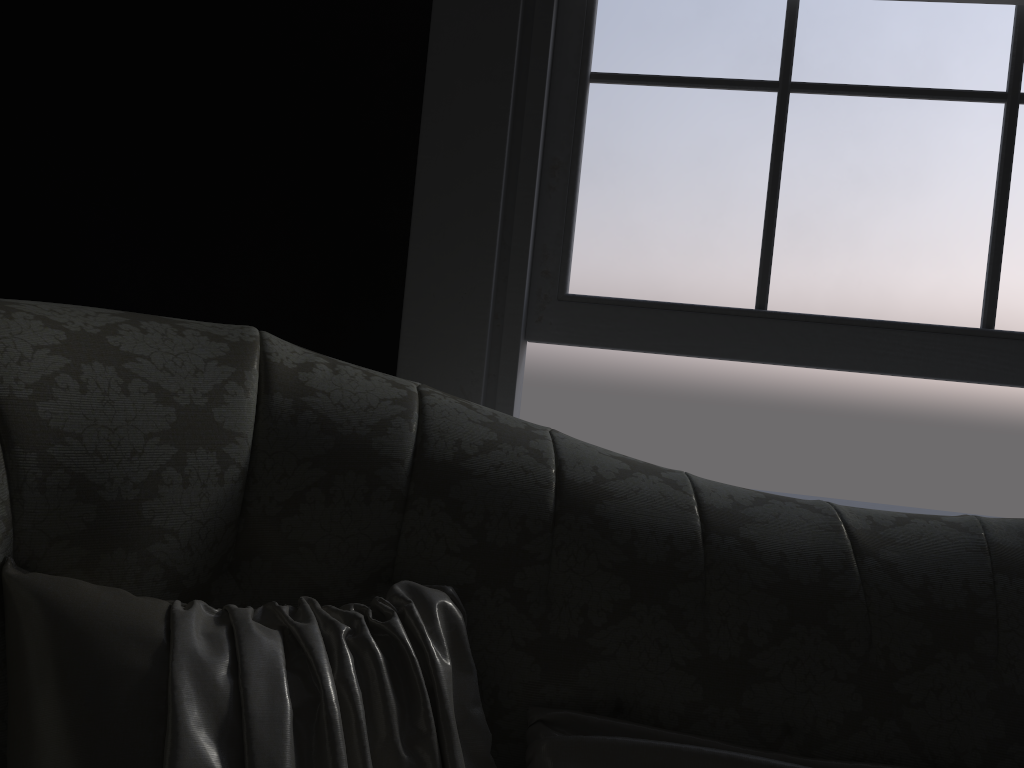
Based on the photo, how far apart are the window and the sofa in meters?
0.6

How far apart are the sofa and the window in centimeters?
56cm

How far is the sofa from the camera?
1.0 meters

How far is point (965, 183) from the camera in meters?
1.7

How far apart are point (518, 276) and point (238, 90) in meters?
0.8 m

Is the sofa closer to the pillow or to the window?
the pillow

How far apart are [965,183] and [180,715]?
1.65m

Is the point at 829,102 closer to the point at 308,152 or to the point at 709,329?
the point at 709,329

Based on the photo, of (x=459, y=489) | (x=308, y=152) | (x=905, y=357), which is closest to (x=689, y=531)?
(x=459, y=489)

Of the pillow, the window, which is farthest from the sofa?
the window
